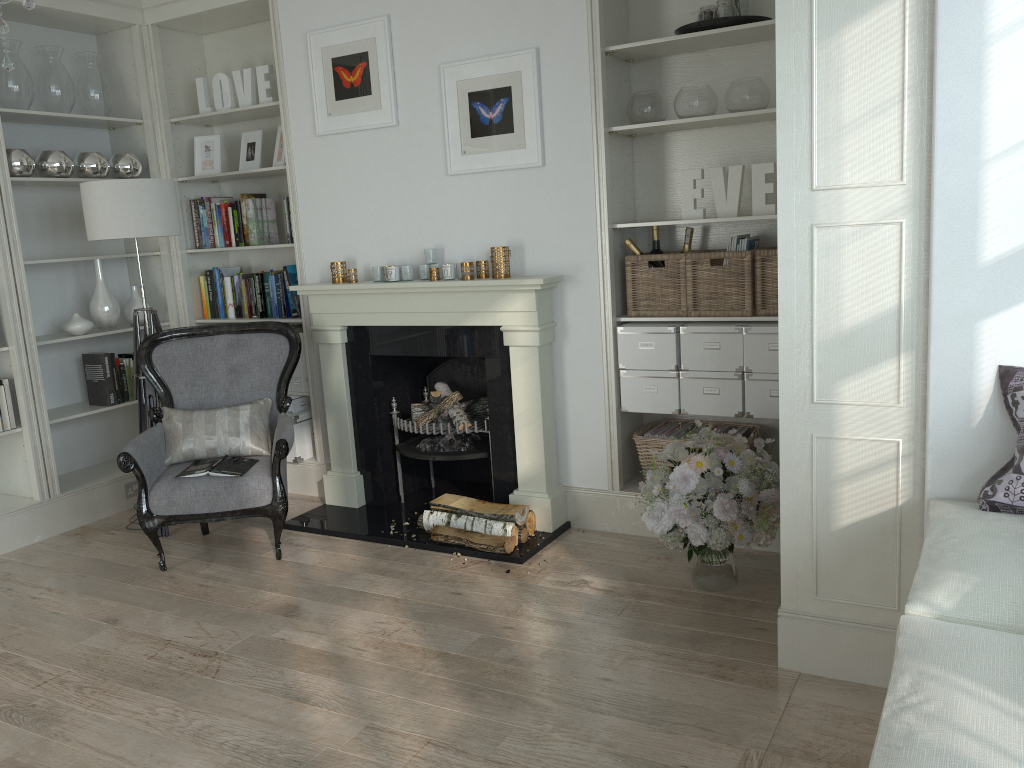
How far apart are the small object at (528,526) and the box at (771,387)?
1.1 meters

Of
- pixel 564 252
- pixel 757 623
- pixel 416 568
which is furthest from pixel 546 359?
pixel 757 623

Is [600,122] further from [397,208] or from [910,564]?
→ [910,564]

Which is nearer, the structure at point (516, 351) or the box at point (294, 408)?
the structure at point (516, 351)

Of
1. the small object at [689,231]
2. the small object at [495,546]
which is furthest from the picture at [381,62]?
the small object at [495,546]

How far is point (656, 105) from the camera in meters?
3.7 m

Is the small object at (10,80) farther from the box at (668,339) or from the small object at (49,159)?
the box at (668,339)

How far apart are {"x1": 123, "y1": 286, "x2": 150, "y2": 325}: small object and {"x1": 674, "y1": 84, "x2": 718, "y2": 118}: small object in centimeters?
316cm

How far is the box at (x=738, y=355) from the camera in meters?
3.6 m

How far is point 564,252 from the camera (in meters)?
3.94
